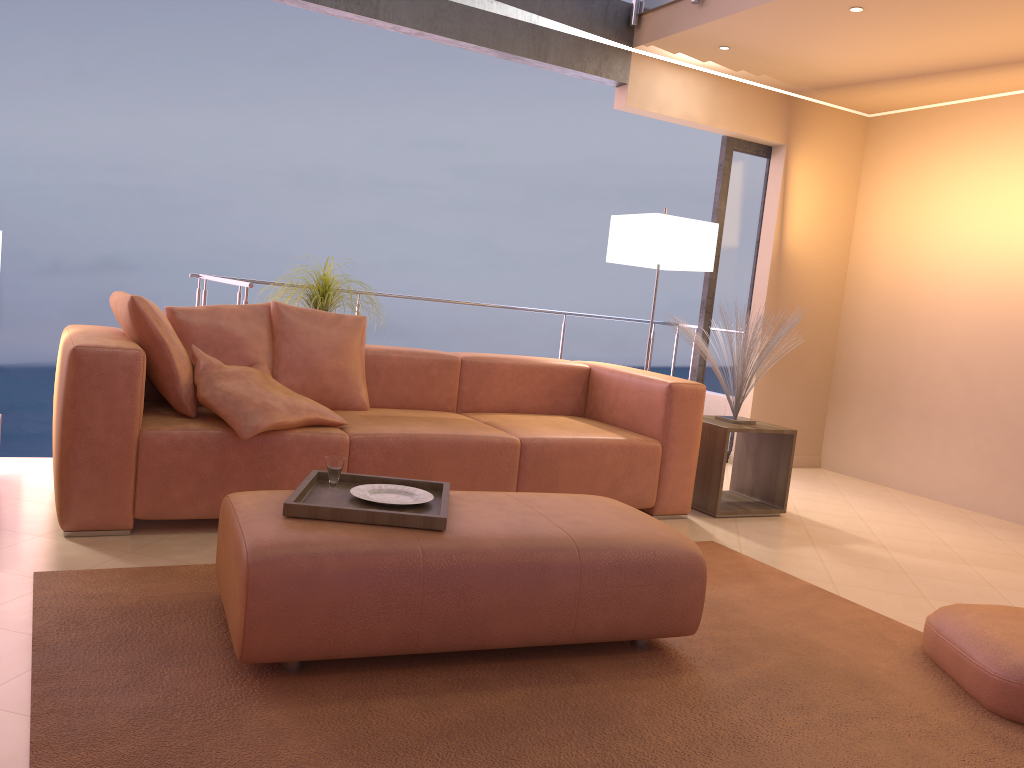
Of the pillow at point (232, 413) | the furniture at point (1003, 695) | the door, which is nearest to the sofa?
the pillow at point (232, 413)

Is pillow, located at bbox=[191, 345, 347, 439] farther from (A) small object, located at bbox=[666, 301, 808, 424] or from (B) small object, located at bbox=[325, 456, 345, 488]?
(A) small object, located at bbox=[666, 301, 808, 424]

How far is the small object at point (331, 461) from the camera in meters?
2.6

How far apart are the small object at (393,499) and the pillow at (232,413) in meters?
0.7

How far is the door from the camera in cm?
579

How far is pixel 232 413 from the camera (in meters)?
3.19

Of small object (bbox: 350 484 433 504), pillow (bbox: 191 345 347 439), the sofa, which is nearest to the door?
the sofa

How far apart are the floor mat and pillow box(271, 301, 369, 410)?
1.1 meters

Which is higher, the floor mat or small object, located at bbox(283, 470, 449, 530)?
small object, located at bbox(283, 470, 449, 530)

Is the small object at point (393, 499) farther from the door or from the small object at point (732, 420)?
the door
